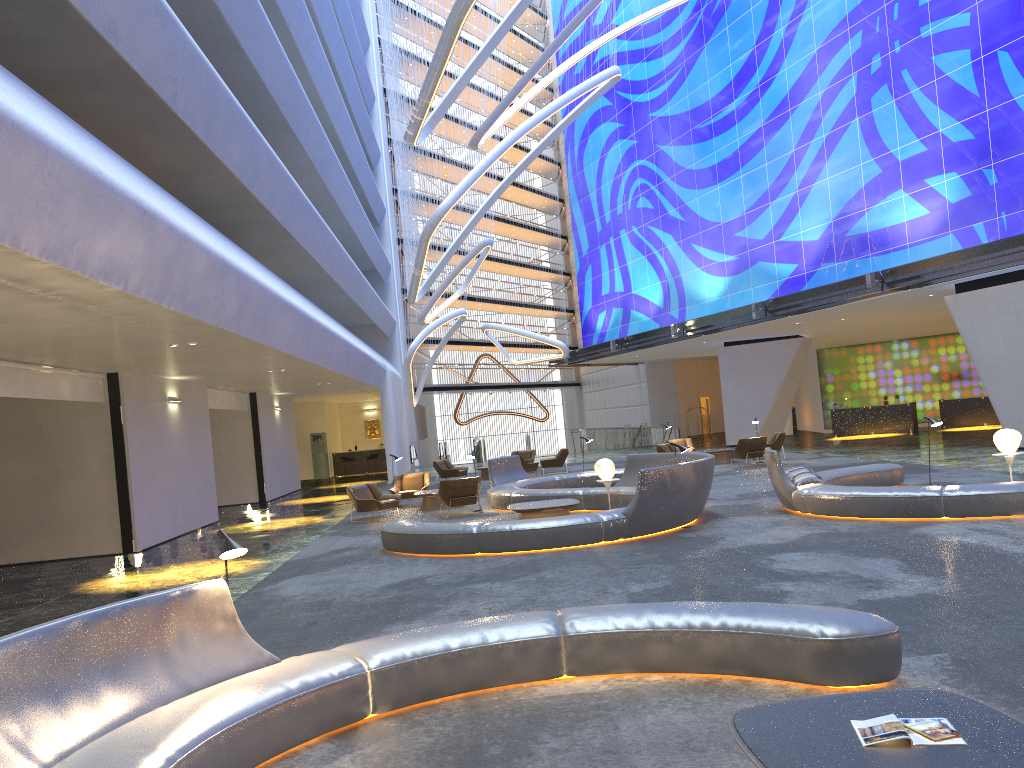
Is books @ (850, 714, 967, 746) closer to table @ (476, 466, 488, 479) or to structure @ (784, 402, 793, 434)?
table @ (476, 466, 488, 479)

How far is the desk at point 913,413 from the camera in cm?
3328

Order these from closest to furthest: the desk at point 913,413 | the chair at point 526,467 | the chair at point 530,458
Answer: Result: the chair at point 526,467, the chair at point 530,458, the desk at point 913,413

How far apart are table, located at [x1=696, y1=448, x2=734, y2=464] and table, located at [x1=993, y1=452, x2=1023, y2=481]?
11.9 meters

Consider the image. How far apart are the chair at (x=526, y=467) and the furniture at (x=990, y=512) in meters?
12.3 m

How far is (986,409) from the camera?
32.8m

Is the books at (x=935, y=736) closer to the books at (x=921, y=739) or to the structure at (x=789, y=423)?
the books at (x=921, y=739)

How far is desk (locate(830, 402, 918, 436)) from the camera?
33.3 meters

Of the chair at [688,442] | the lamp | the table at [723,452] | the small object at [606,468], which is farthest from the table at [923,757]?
the chair at [688,442]

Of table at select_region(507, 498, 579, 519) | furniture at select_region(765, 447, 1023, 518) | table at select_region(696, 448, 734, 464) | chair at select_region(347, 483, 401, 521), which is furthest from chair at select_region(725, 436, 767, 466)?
table at select_region(507, 498, 579, 519)
